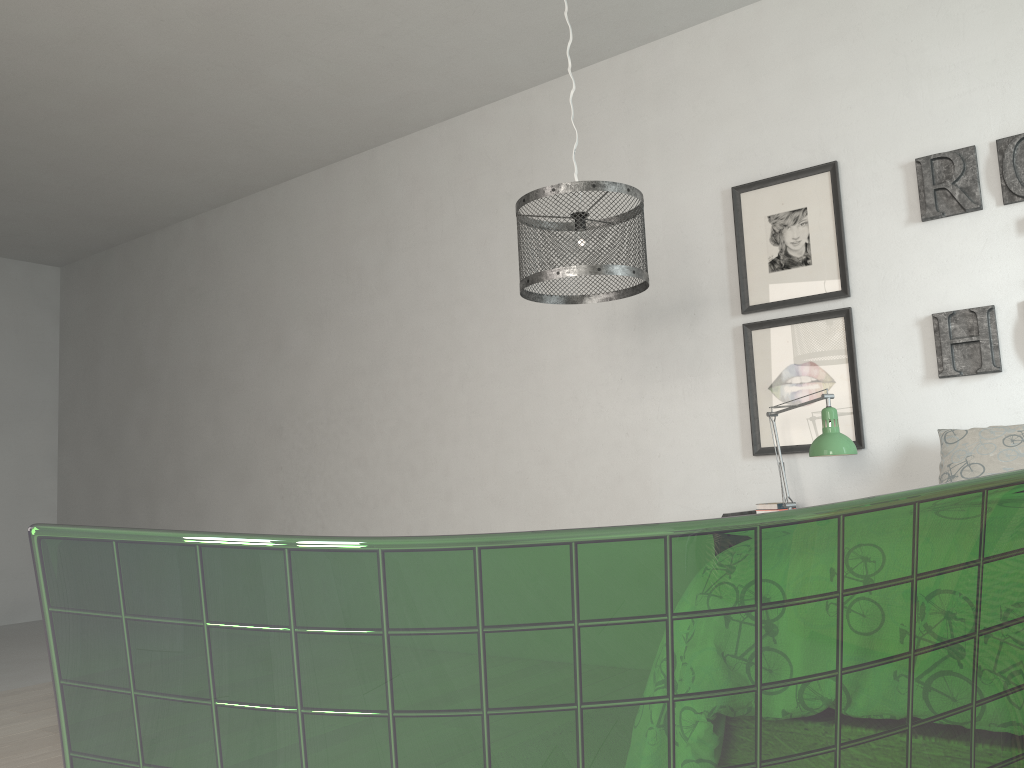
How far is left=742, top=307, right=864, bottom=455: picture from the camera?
3.24m

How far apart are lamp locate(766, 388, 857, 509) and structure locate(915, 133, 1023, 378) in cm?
46

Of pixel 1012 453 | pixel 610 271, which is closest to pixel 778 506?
pixel 1012 453

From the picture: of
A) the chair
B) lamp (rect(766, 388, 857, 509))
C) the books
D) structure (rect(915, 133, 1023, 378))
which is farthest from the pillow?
the chair

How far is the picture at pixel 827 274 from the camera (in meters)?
3.31

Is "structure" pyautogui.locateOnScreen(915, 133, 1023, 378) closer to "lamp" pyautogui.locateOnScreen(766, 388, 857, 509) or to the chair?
"lamp" pyautogui.locateOnScreen(766, 388, 857, 509)

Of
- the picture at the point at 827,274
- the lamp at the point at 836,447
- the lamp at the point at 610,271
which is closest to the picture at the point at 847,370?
the picture at the point at 827,274

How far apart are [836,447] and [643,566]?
2.66m

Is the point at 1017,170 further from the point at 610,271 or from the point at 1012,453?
the point at 610,271

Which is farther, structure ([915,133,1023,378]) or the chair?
structure ([915,133,1023,378])
